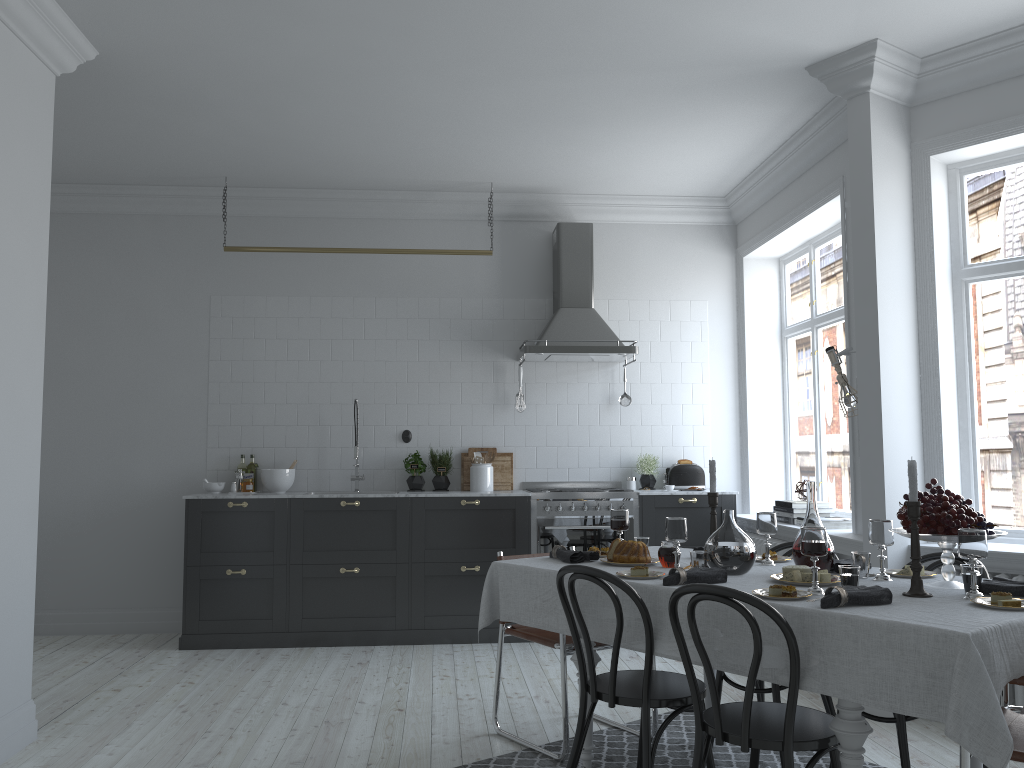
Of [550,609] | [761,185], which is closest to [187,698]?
[550,609]

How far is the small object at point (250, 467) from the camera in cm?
664

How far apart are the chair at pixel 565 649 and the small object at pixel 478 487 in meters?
2.3 m

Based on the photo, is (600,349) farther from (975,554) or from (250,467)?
(975,554)

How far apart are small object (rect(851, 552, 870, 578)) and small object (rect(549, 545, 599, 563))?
1.1 meters

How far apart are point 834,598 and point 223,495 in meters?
4.6 m

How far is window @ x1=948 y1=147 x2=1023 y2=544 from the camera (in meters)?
4.59

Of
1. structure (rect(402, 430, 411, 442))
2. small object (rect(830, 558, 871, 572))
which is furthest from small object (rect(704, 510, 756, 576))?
structure (rect(402, 430, 411, 442))

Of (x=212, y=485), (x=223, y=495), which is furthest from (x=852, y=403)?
(x=212, y=485)

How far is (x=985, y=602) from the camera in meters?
2.7
